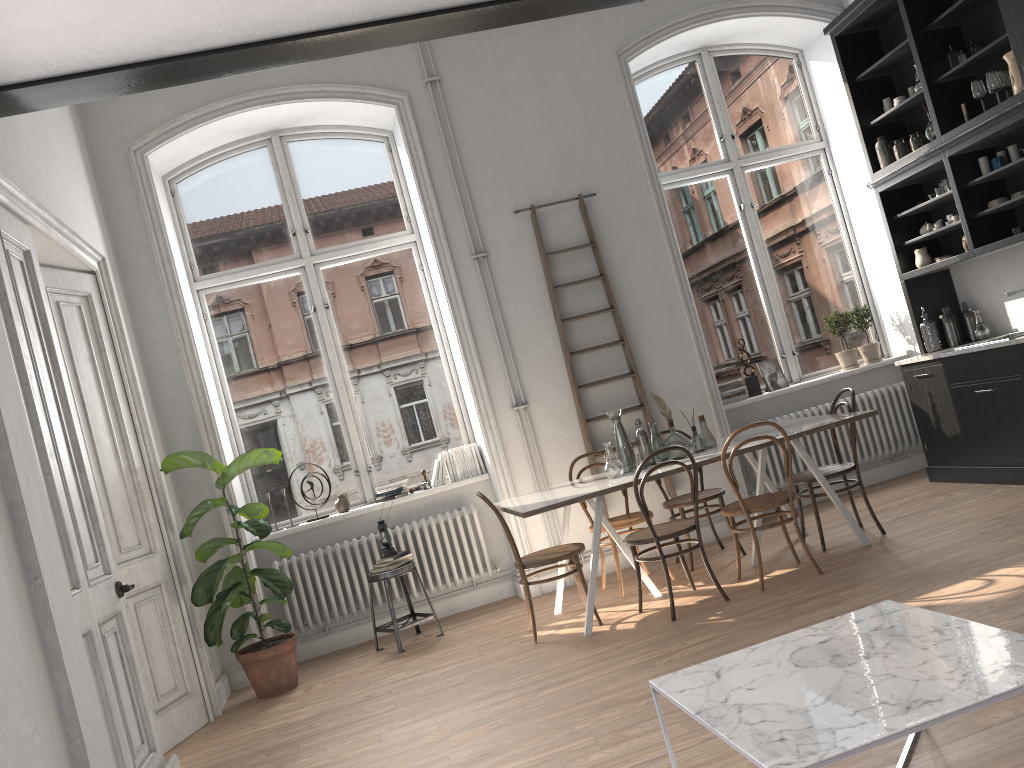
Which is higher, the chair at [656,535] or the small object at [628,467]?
the small object at [628,467]

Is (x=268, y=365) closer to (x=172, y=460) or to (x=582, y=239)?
(x=172, y=460)

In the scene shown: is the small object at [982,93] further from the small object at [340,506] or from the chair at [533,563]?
the small object at [340,506]

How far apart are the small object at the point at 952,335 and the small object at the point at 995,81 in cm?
173

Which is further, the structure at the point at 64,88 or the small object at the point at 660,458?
the small object at the point at 660,458

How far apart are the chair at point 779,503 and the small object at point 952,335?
2.39m

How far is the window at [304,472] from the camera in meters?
6.7

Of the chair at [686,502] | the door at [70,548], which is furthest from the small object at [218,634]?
the chair at [686,502]

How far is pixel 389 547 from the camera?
6.1 meters

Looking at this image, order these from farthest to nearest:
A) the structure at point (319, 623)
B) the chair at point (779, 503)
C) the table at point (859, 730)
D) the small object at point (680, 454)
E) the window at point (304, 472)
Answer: the window at point (304, 472)
the structure at point (319, 623)
the small object at point (680, 454)
the chair at point (779, 503)
the table at point (859, 730)
